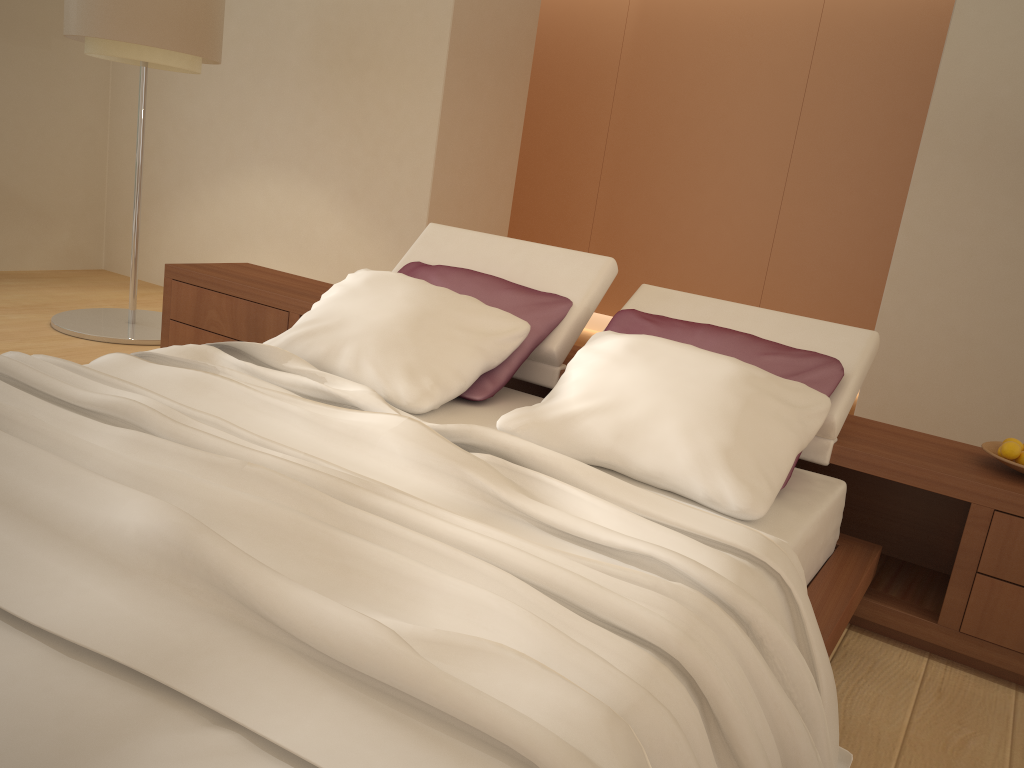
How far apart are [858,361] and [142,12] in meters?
3.7

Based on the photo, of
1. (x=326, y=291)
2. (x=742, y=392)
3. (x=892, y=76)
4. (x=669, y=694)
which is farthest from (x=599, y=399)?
(x=892, y=76)

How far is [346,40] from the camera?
5.3m

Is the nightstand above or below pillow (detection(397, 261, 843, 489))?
below

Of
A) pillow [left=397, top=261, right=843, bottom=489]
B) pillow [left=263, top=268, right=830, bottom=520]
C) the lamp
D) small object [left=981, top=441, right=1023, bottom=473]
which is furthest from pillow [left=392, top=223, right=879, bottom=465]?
the lamp

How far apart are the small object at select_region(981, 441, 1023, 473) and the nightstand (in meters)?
0.03

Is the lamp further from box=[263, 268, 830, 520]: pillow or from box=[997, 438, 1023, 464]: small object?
box=[997, 438, 1023, 464]: small object

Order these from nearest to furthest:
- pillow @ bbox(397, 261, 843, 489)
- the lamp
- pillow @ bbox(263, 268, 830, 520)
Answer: pillow @ bbox(263, 268, 830, 520) < pillow @ bbox(397, 261, 843, 489) < the lamp

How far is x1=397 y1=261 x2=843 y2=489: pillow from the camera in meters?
2.6

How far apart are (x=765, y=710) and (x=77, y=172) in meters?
6.4
